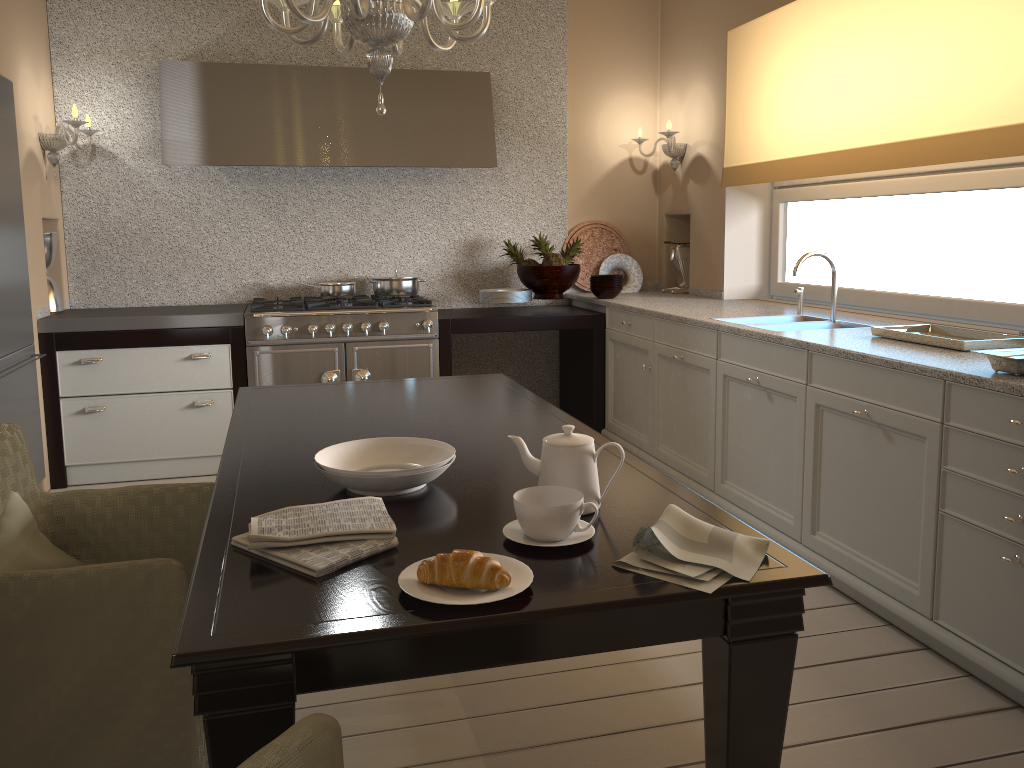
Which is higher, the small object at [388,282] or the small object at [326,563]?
the small object at [388,282]

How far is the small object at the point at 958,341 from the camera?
2.63m

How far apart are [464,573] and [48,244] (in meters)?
3.86

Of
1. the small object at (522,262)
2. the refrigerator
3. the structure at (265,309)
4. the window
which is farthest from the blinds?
the refrigerator

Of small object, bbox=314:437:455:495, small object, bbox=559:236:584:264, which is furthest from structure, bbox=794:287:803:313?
small object, bbox=314:437:455:495

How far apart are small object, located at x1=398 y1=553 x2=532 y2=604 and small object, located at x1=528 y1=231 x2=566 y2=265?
3.51m

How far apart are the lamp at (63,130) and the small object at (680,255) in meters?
3.1 m

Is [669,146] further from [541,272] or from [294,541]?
[294,541]

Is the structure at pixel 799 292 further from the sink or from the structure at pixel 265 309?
the structure at pixel 265 309

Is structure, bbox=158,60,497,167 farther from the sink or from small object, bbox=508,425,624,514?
small object, bbox=508,425,624,514
